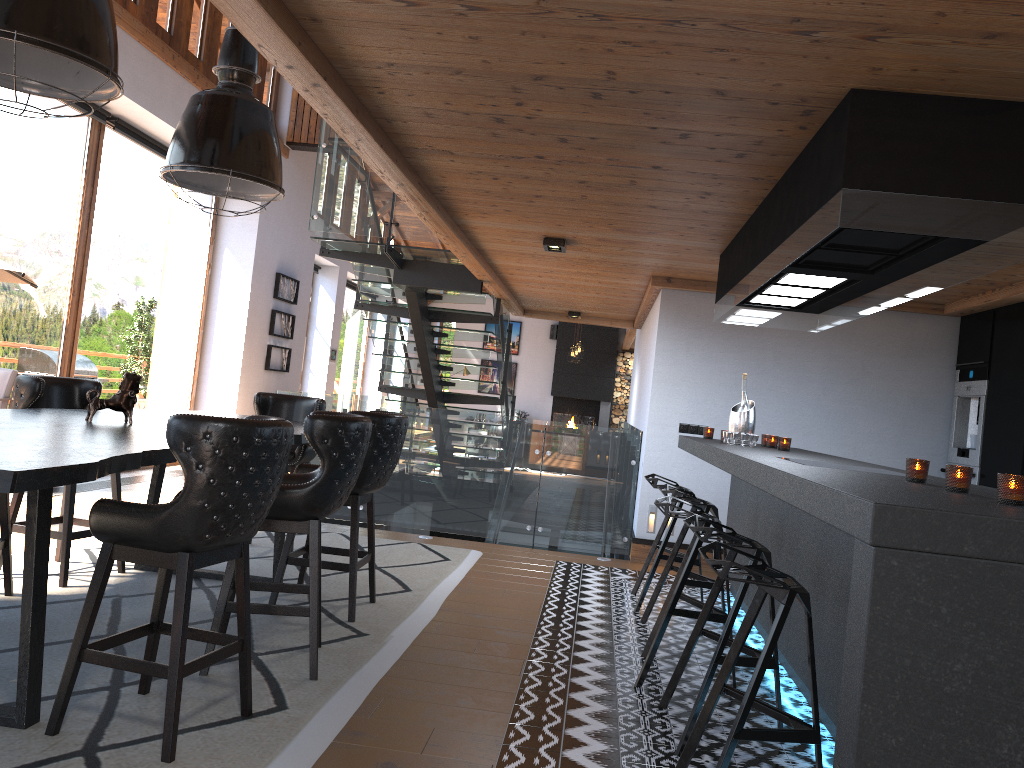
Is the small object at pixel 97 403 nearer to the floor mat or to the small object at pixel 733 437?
the floor mat

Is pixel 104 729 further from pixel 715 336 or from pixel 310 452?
pixel 715 336

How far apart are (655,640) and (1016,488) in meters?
2.0

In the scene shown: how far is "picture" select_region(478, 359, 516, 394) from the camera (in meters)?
21.31

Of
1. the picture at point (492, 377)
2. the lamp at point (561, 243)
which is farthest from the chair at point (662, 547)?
the picture at point (492, 377)

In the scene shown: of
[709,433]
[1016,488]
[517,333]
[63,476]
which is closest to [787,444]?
[709,433]

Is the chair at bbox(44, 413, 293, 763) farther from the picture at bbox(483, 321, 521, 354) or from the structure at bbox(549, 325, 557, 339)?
the picture at bbox(483, 321, 521, 354)

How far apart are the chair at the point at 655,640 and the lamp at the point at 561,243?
2.4 meters

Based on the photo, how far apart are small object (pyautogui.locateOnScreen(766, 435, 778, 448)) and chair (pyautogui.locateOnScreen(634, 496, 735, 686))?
1.5m

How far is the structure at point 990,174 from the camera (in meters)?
2.85
